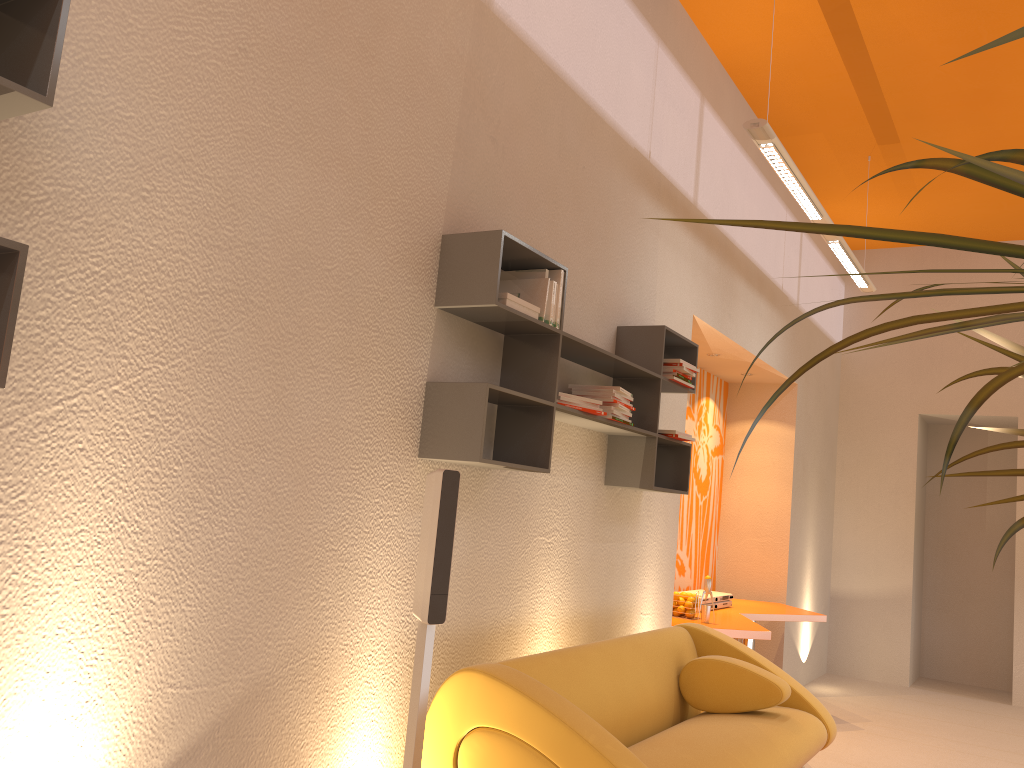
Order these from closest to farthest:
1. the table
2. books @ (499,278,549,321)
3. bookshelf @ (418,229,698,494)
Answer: bookshelf @ (418,229,698,494) < books @ (499,278,549,321) < the table

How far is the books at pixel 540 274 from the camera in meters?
3.3 m

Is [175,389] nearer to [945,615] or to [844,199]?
[844,199]

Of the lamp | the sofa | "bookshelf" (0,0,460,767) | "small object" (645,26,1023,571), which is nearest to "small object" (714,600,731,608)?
the sofa

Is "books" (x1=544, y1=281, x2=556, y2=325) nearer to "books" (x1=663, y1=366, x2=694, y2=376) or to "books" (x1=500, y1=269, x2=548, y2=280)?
"books" (x1=500, y1=269, x2=548, y2=280)

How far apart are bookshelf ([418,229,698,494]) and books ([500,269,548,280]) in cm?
3

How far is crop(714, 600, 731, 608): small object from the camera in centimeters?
639cm

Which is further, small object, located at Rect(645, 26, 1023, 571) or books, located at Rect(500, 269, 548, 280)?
books, located at Rect(500, 269, 548, 280)

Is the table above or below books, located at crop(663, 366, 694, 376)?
below

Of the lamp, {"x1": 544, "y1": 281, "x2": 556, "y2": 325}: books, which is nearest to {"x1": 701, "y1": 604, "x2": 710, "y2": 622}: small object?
the lamp
